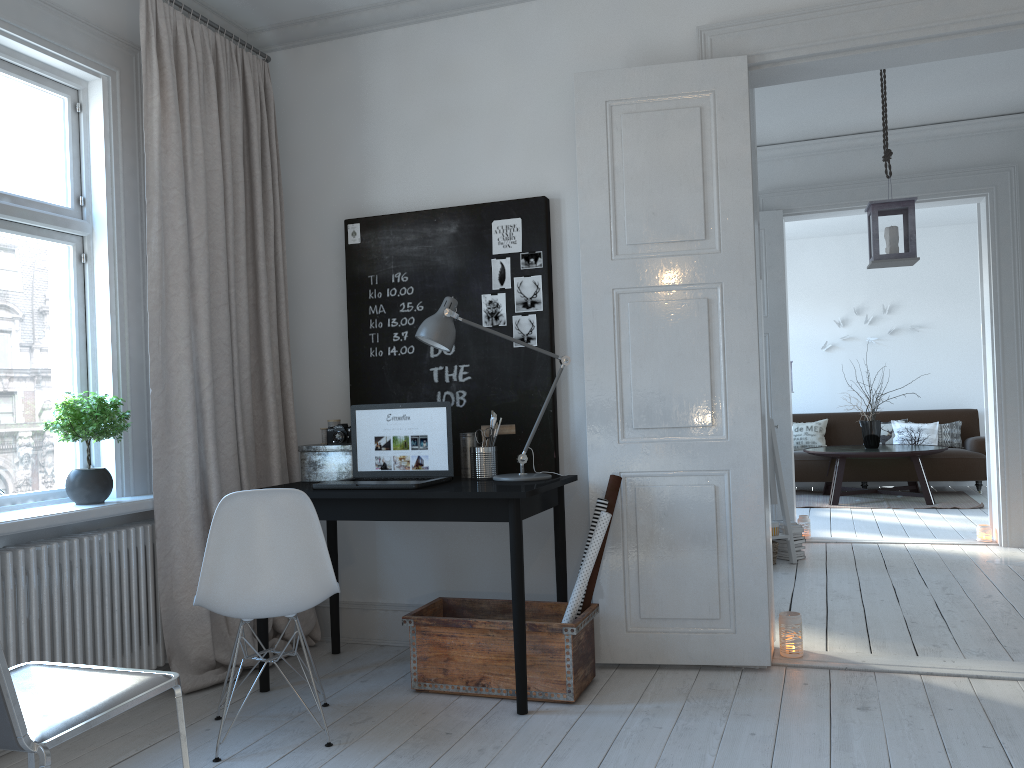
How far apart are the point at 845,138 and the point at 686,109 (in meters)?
3.18

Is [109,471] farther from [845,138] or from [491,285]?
[845,138]

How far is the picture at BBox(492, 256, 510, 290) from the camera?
3.7 meters

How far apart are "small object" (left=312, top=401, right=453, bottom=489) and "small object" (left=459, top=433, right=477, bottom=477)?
0.15m

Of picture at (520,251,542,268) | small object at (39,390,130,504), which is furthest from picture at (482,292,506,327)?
small object at (39,390,130,504)

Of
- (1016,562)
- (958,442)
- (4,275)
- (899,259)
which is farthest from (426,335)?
(958,442)

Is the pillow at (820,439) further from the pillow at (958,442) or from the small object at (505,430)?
the small object at (505,430)

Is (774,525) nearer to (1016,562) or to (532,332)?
(1016,562)

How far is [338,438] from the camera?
3.6 meters

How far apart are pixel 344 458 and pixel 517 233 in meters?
1.2 m
